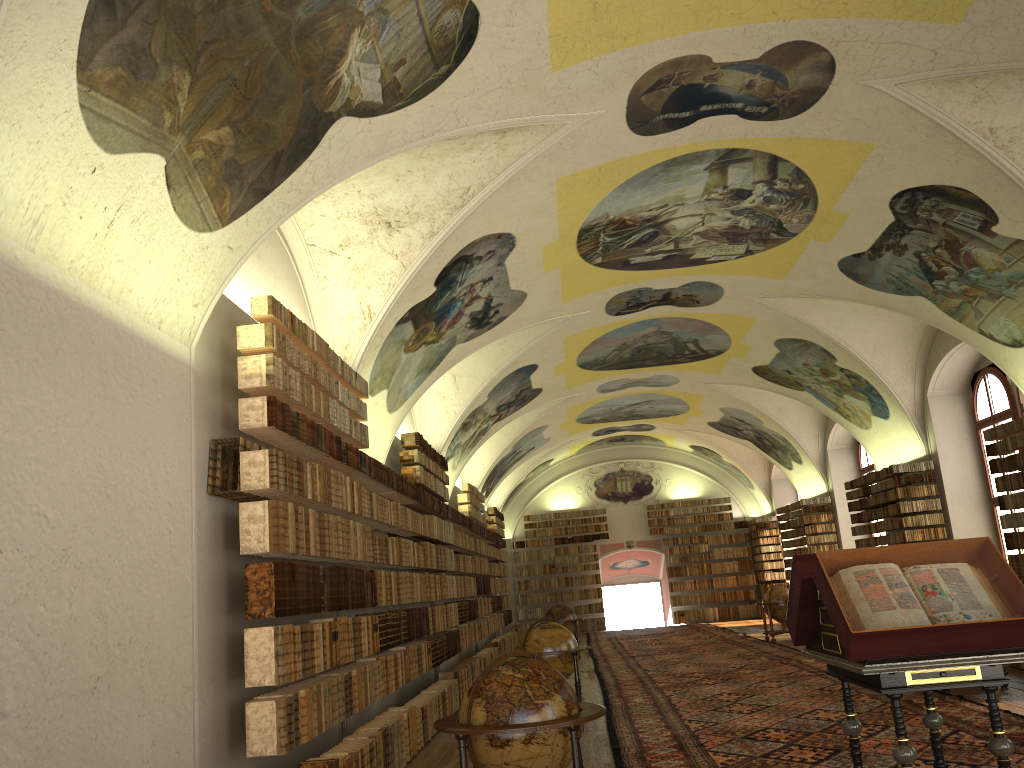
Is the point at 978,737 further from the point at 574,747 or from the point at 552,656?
the point at 552,656

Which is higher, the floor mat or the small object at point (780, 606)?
the small object at point (780, 606)

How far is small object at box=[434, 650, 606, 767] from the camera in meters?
6.1 m

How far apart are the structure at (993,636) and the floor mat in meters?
1.2

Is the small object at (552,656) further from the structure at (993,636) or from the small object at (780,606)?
the small object at (780,606)

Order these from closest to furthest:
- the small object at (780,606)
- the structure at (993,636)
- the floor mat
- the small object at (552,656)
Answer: the structure at (993,636)
the floor mat
the small object at (552,656)
the small object at (780,606)

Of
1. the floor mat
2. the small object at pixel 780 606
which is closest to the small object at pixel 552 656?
the floor mat

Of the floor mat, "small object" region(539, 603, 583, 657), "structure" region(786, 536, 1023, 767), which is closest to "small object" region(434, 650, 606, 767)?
"structure" region(786, 536, 1023, 767)

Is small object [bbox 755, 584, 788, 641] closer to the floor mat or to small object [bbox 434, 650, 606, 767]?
the floor mat

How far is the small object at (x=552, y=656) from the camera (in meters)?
12.60
